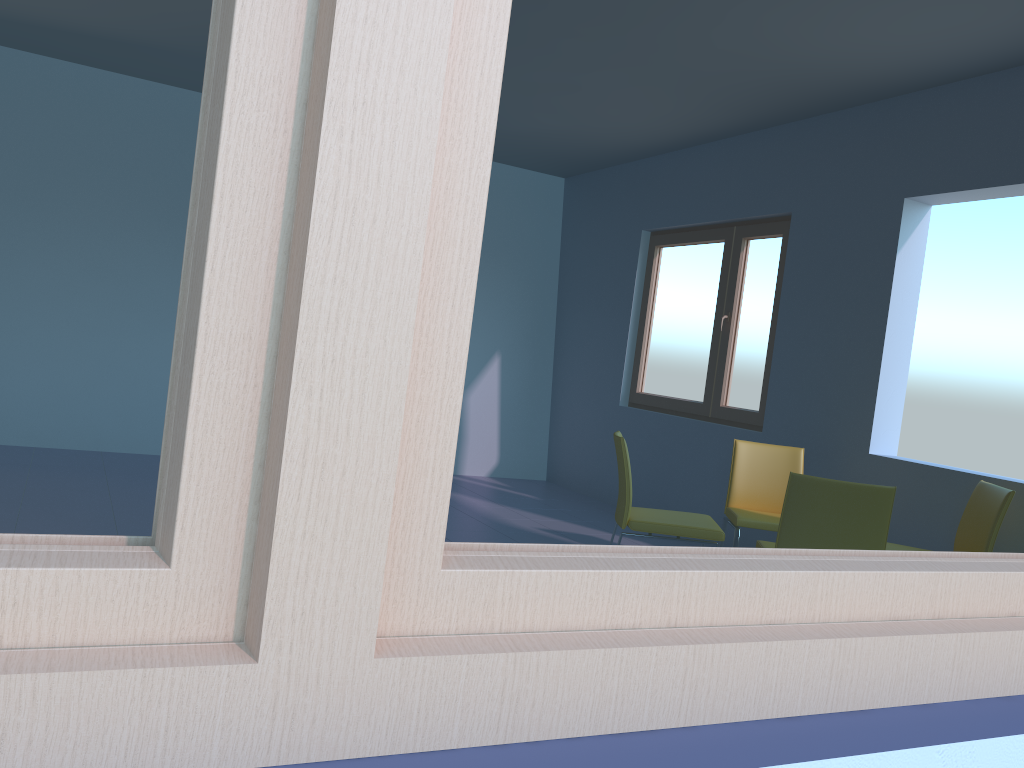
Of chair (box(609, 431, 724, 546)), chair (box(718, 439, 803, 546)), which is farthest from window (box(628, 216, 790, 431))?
chair (box(609, 431, 724, 546))

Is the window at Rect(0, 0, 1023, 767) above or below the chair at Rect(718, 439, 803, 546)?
above

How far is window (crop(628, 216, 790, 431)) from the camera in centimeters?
533cm

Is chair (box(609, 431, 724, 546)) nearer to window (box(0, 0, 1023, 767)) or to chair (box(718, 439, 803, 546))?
chair (box(718, 439, 803, 546))

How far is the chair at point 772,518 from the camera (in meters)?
4.09

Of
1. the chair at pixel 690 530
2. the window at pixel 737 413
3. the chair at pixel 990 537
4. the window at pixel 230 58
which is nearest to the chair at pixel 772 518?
the chair at pixel 690 530

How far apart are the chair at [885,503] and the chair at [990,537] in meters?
0.7 m

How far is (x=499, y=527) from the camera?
5.01m

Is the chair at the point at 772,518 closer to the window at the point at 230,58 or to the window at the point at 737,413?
the window at the point at 737,413

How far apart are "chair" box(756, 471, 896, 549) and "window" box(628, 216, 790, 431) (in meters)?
1.87
